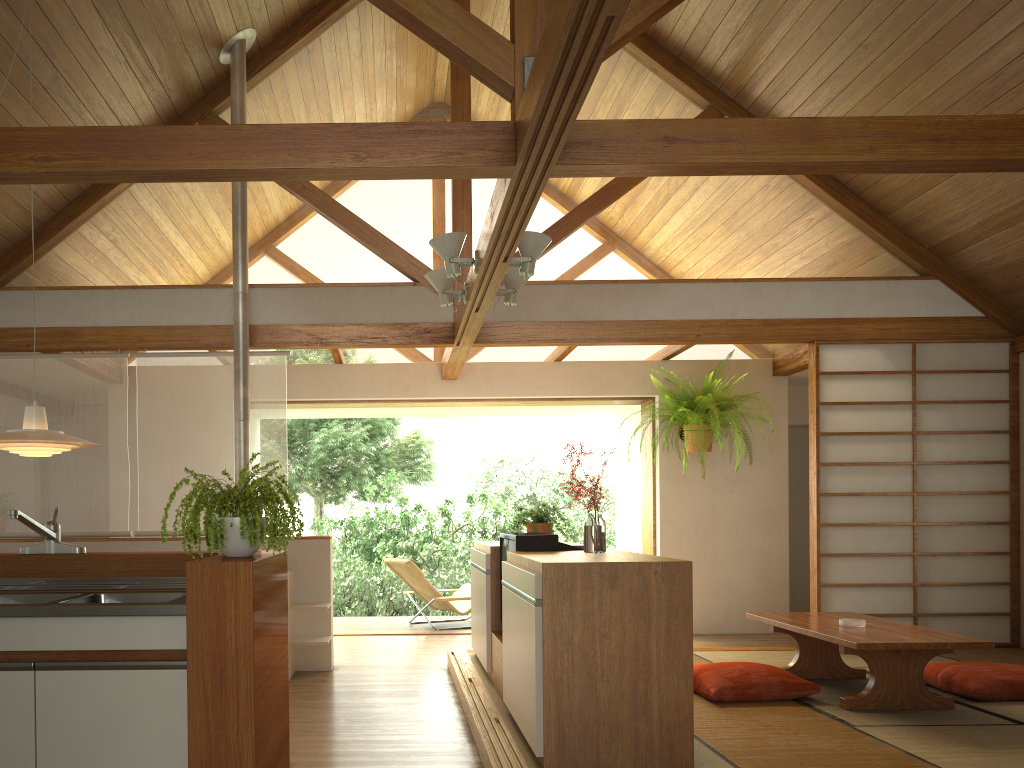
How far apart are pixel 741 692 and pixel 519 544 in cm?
134

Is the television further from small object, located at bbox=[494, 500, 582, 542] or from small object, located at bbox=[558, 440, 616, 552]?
small object, located at bbox=[494, 500, 582, 542]

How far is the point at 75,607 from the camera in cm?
250

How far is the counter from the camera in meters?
2.5 m

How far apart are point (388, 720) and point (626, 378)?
4.2 meters

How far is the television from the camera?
4.1m

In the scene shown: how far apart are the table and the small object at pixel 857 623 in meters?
0.0

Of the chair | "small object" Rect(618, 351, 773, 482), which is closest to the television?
"small object" Rect(618, 351, 773, 482)

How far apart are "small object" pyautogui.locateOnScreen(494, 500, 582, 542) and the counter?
2.6 meters

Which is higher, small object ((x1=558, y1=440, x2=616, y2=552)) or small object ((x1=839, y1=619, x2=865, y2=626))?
small object ((x1=558, y1=440, x2=616, y2=552))
